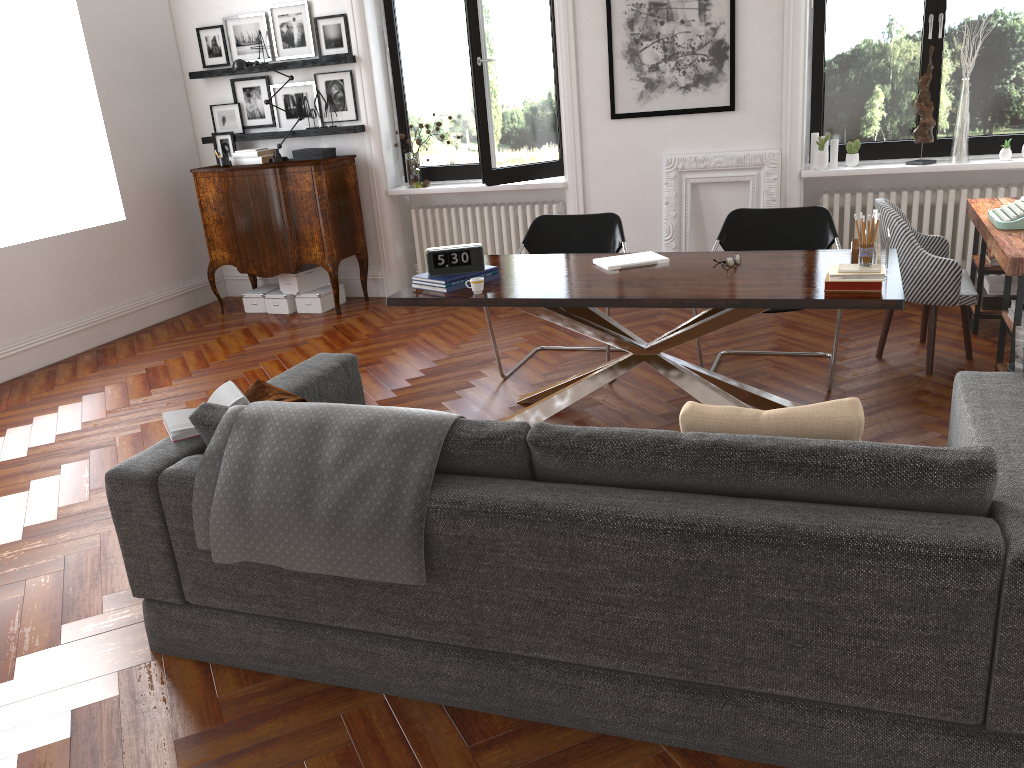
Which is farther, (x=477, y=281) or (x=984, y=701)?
(x=477, y=281)

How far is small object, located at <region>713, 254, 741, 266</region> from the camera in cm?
416

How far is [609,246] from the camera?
5.30m

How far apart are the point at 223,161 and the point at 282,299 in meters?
1.2 m

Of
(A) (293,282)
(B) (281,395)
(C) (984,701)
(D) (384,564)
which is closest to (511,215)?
(A) (293,282)

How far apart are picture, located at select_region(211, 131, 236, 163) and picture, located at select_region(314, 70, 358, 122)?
0.9m

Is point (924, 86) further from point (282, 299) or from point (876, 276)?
point (282, 299)

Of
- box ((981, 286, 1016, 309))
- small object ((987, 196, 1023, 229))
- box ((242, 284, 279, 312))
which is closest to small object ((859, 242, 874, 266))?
small object ((987, 196, 1023, 229))

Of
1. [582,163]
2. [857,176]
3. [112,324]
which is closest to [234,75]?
[112,324]

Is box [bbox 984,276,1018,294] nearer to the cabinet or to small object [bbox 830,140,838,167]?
small object [bbox 830,140,838,167]
